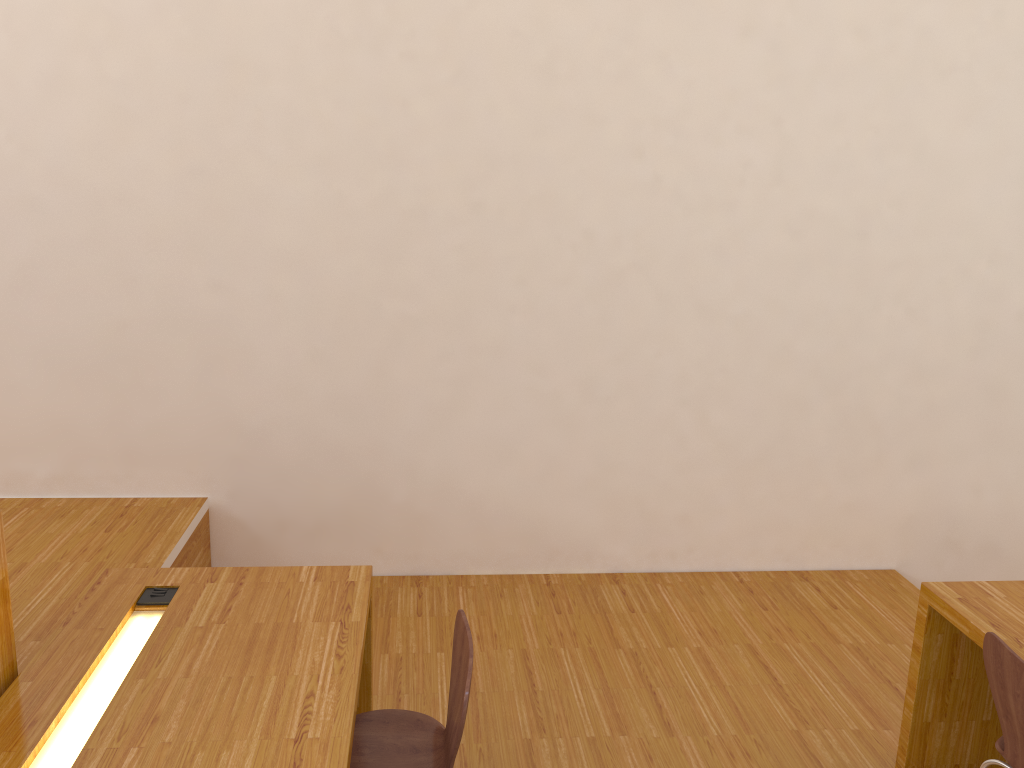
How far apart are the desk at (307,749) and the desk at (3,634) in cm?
3

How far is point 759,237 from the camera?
3.8 meters

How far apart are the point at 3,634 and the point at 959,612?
2.42m

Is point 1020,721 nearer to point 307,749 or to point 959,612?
point 959,612

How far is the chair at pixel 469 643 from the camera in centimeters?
202cm

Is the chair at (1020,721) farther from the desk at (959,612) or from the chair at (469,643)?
the chair at (469,643)

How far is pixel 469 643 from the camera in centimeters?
202cm

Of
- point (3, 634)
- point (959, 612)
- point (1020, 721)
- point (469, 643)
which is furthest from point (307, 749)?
point (959, 612)

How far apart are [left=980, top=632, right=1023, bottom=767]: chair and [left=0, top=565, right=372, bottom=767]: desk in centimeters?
151cm

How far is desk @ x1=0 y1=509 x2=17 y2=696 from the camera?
1.97m
